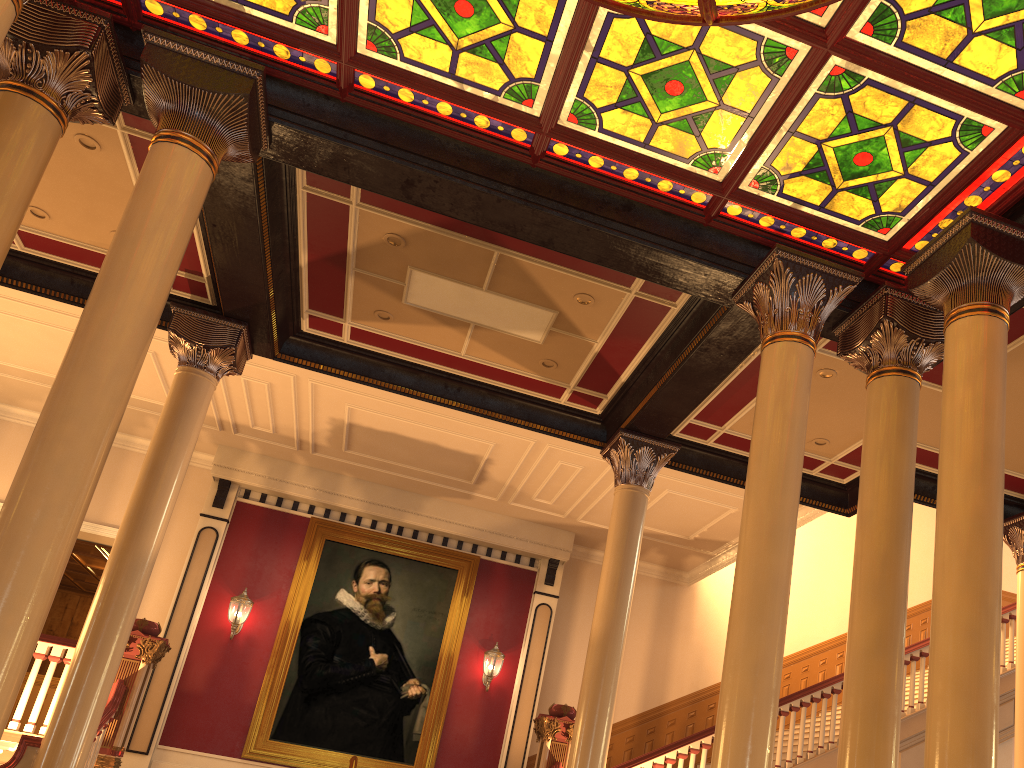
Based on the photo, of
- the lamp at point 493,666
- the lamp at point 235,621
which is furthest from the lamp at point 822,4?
the lamp at point 235,621

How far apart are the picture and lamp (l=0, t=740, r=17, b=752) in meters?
4.6

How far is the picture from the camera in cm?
1157

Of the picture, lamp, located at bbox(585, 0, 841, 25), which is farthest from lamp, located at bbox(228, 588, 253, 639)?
lamp, located at bbox(585, 0, 841, 25)

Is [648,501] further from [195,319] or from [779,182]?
[779,182]

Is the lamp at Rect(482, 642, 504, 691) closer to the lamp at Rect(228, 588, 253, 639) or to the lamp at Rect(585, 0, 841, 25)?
the lamp at Rect(228, 588, 253, 639)

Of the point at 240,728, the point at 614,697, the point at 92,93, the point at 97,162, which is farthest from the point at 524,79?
the point at 240,728

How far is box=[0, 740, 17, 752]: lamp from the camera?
7.1 meters

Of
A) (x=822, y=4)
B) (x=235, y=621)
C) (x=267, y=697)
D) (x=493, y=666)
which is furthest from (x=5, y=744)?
(x=822, y=4)

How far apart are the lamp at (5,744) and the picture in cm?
456
